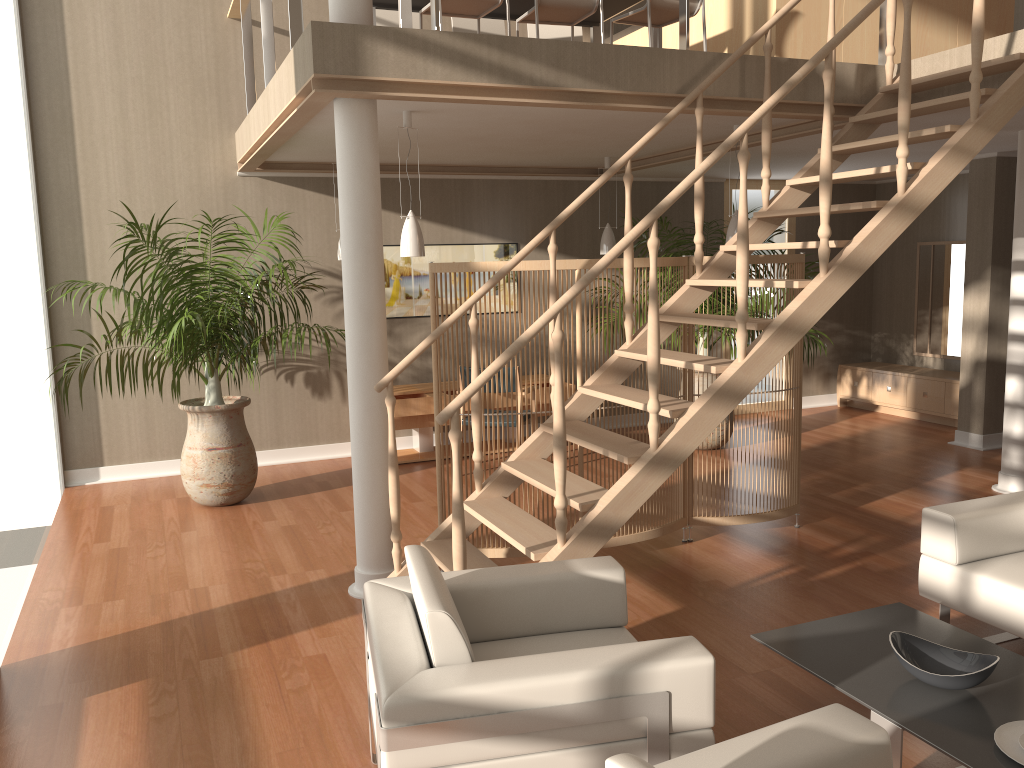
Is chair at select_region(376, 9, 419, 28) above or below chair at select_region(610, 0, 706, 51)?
above

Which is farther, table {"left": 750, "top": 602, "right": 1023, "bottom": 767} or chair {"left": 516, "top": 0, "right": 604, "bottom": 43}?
chair {"left": 516, "top": 0, "right": 604, "bottom": 43}

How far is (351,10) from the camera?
4.0m

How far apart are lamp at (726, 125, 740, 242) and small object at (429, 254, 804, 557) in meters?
0.8 m

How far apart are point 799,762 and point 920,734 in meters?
0.8

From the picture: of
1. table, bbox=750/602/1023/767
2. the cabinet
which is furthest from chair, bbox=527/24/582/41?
table, bbox=750/602/1023/767

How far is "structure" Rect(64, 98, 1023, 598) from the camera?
4.2 meters

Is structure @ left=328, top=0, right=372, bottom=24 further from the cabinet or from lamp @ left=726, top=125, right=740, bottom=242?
the cabinet

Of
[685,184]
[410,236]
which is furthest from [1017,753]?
[410,236]

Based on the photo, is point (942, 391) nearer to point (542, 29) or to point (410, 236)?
point (542, 29)
